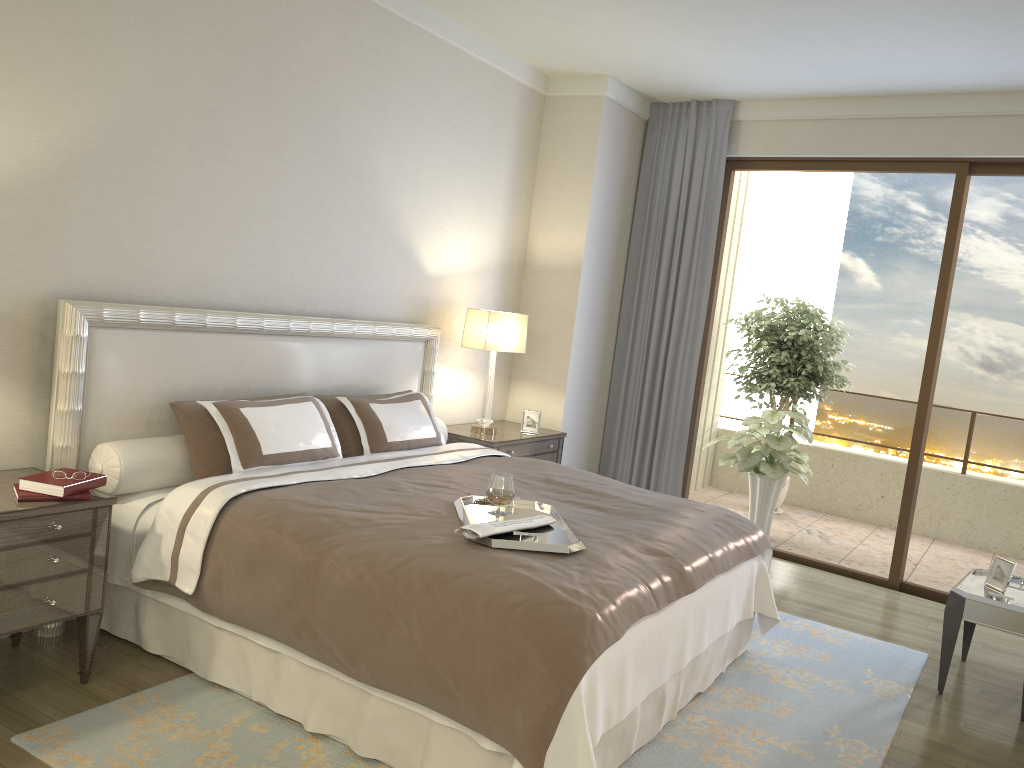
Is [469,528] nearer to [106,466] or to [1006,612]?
[106,466]

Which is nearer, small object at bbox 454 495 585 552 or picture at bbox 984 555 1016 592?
→ small object at bbox 454 495 585 552

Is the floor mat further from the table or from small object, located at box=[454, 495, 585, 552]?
small object, located at box=[454, 495, 585, 552]

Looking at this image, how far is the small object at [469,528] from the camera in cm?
284

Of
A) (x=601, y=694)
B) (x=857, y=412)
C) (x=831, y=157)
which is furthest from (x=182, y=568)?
(x=857, y=412)

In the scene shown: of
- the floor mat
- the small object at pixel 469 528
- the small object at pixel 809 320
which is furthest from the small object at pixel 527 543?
the small object at pixel 809 320

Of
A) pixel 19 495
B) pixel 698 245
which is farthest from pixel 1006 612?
pixel 19 495

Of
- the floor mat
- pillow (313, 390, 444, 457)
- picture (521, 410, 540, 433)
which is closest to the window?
the floor mat

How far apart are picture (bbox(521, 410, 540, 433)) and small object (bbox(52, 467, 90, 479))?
3.2m

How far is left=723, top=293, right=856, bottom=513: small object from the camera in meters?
7.4 m
